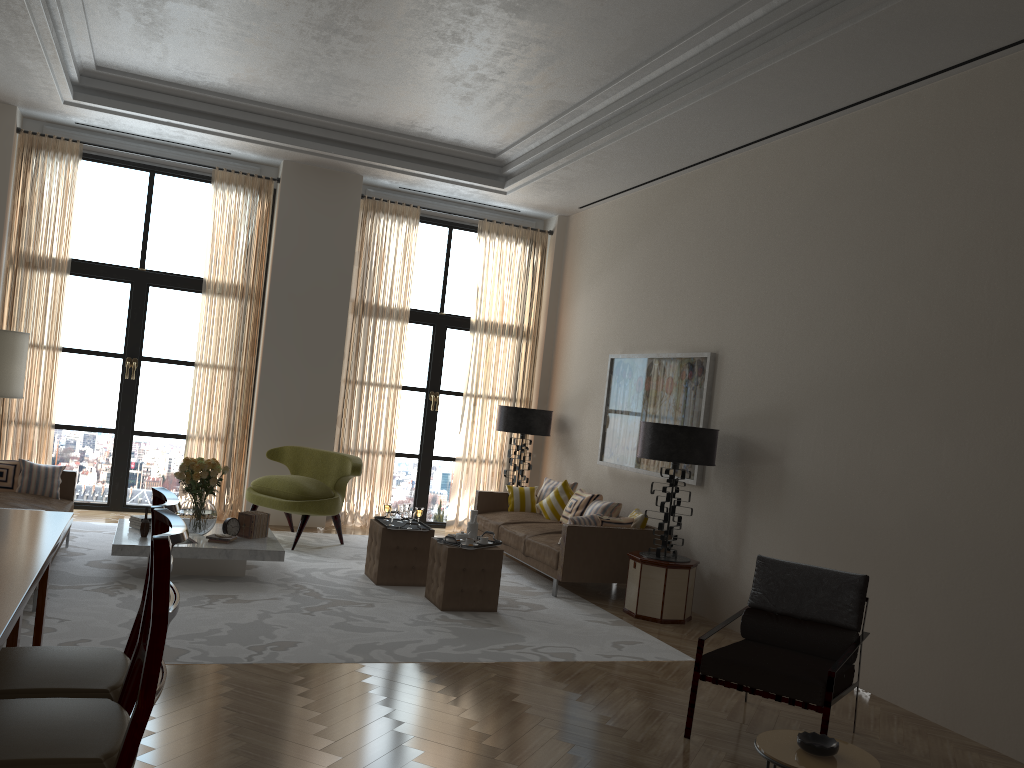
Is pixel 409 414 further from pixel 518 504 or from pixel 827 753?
pixel 827 753

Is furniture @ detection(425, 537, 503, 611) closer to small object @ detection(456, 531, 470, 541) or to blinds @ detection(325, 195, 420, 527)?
small object @ detection(456, 531, 470, 541)

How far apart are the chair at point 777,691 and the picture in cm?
327

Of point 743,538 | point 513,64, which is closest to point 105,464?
point 513,64

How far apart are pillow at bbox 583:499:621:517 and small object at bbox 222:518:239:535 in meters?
4.2 m

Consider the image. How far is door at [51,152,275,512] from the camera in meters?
11.9

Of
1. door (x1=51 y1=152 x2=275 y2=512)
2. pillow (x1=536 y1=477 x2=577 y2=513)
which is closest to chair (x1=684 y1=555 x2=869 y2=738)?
pillow (x1=536 y1=477 x2=577 y2=513)

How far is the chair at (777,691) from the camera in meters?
5.4

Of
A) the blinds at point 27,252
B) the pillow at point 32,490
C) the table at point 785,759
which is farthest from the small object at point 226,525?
the table at point 785,759

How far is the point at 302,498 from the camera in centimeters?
1073cm
